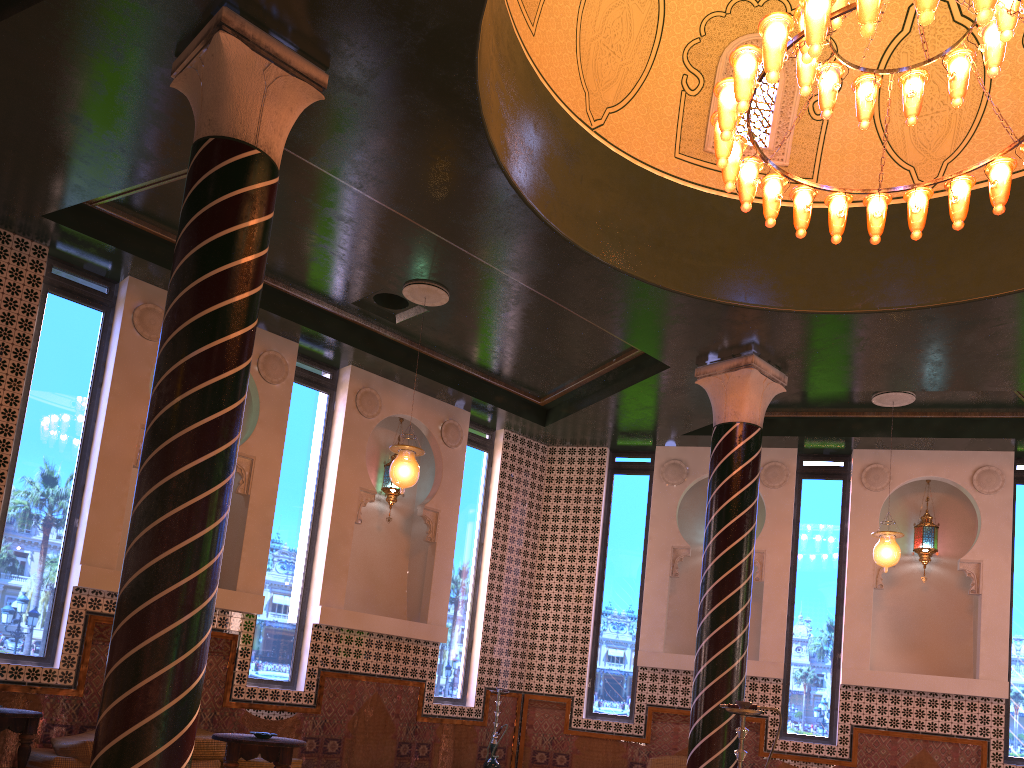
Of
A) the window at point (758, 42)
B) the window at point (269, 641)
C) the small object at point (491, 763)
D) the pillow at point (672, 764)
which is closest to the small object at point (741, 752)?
the window at point (758, 42)

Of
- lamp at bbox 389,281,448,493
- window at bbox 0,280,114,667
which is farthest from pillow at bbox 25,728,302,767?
lamp at bbox 389,281,448,493

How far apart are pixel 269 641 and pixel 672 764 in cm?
560

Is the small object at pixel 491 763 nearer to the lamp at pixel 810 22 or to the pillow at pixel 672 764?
the pillow at pixel 672 764

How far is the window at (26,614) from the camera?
8.64m

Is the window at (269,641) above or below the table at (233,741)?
above

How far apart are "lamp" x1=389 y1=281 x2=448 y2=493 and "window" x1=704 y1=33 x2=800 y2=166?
3.3 meters

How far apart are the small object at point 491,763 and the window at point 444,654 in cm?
79

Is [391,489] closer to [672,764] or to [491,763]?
[491,763]

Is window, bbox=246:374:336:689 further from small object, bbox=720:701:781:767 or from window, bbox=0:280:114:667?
small object, bbox=720:701:781:767
